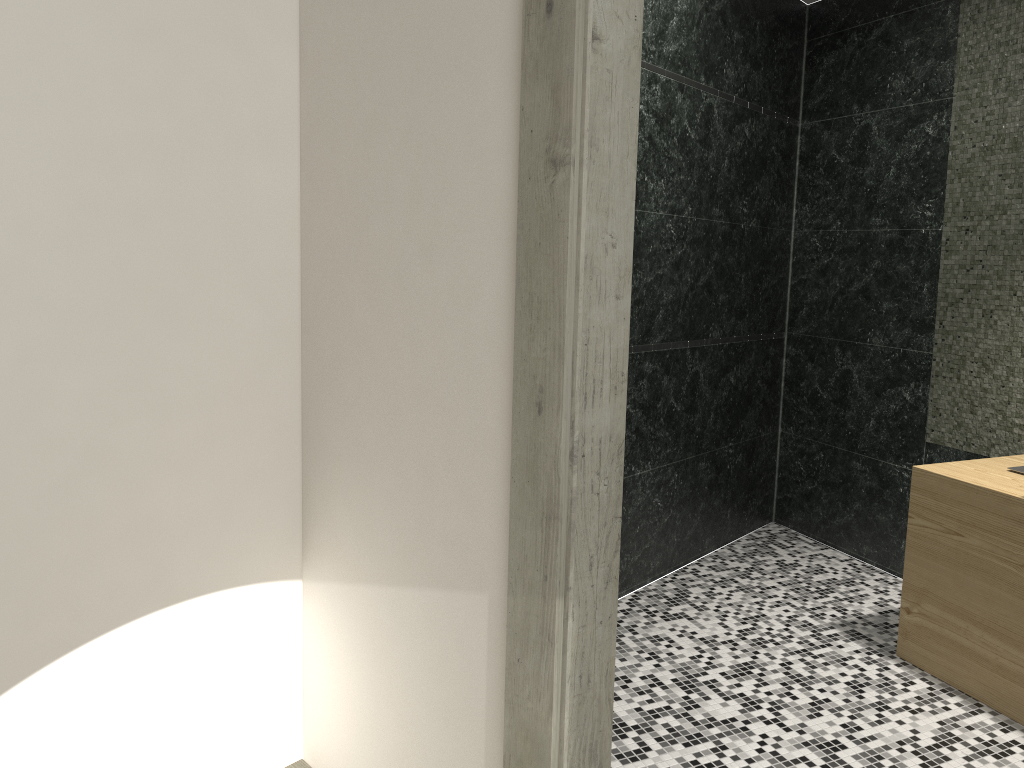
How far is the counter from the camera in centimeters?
270cm

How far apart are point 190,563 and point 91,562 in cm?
25

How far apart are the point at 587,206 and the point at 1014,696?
2.24m

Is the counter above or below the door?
below

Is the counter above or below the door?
below

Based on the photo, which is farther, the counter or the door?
the counter

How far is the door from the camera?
1.5 meters

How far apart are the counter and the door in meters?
1.6

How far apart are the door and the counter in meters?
1.6 m
